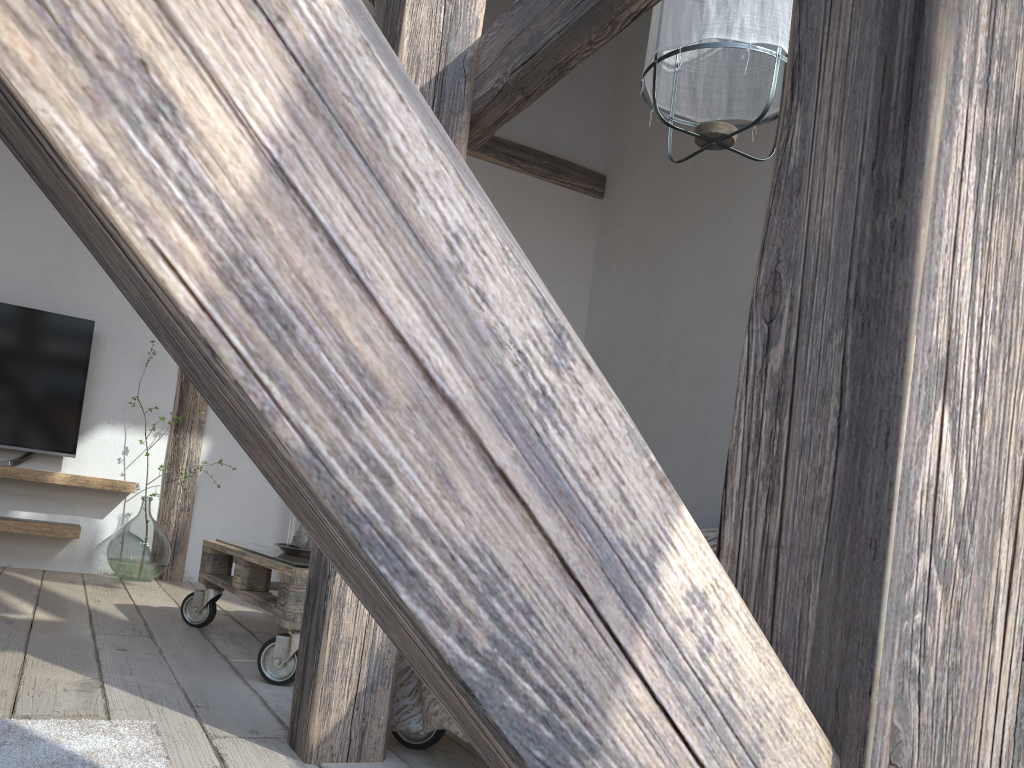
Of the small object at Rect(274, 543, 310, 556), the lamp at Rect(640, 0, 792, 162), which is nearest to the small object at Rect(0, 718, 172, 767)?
the small object at Rect(274, 543, 310, 556)

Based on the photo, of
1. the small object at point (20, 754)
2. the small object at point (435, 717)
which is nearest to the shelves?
the small object at point (20, 754)

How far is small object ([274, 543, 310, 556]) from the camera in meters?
2.4

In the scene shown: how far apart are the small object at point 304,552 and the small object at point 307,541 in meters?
0.0 m

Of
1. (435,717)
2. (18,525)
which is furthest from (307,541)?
(18,525)

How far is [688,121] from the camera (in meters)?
2.50

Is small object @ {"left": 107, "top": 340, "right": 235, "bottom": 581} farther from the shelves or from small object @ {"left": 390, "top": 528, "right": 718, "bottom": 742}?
small object @ {"left": 390, "top": 528, "right": 718, "bottom": 742}

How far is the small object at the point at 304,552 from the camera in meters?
2.4 m

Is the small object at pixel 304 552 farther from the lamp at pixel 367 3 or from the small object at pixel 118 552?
the lamp at pixel 367 3

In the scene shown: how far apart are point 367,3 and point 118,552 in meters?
2.5 m
